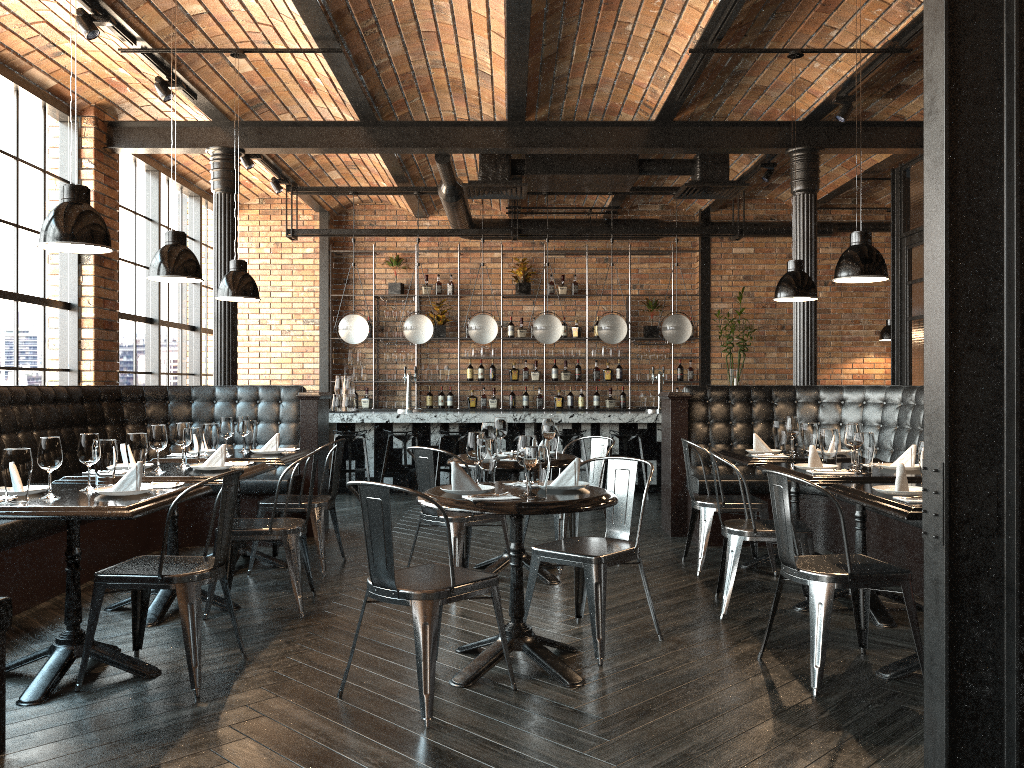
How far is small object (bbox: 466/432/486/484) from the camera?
3.9 meters

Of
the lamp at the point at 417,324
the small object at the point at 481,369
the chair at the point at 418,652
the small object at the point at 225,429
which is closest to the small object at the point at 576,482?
the chair at the point at 418,652

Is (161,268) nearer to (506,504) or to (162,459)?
(162,459)

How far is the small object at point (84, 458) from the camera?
3.8m

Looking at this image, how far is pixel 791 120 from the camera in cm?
776

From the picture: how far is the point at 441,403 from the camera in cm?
1183

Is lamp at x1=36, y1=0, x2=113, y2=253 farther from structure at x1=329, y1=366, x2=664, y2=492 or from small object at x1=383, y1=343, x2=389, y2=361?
small object at x1=383, y1=343, x2=389, y2=361

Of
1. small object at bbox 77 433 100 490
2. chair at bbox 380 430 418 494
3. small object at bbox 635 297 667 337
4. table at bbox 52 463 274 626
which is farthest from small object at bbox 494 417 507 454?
small object at bbox 635 297 667 337

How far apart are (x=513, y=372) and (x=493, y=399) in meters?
0.4

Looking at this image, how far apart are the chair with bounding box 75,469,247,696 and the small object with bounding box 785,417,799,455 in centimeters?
350cm
